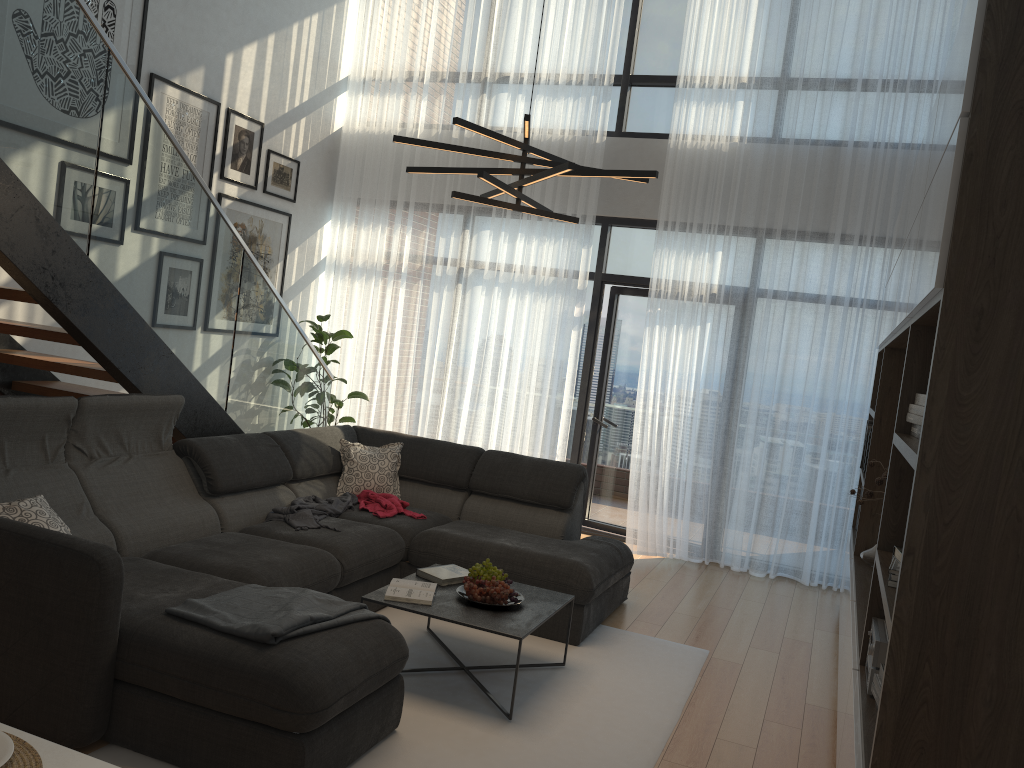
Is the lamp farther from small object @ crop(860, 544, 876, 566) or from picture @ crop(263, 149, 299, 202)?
picture @ crop(263, 149, 299, 202)

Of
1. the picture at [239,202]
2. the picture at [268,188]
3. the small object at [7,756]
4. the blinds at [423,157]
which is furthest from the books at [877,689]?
the picture at [268,188]

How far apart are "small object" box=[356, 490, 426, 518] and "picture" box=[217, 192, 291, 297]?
2.5m

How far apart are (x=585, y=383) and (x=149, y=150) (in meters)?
3.81

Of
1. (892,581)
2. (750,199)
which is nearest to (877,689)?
(892,581)

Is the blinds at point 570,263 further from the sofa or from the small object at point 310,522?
the small object at point 310,522

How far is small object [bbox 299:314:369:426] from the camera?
7.1 meters

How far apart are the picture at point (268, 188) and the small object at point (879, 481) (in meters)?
4.72

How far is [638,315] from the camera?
7.1m

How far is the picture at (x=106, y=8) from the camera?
5.17m
